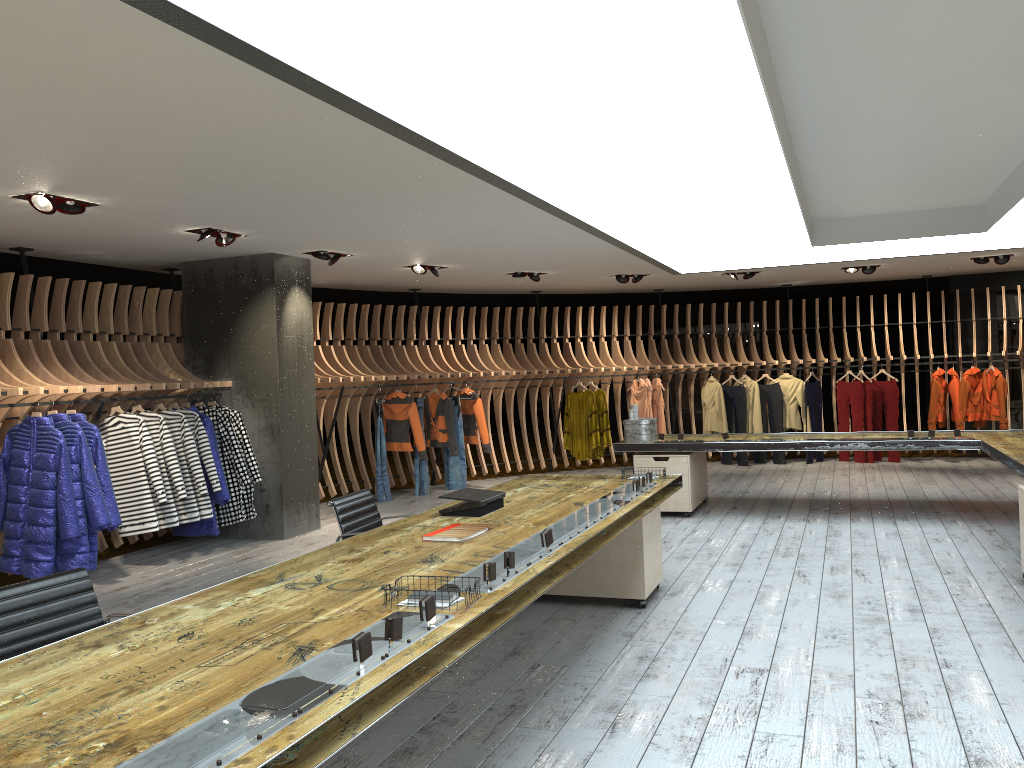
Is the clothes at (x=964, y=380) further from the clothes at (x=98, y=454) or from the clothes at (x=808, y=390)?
the clothes at (x=98, y=454)

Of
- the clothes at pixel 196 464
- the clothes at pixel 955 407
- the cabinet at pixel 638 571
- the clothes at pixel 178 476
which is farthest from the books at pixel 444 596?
the clothes at pixel 955 407

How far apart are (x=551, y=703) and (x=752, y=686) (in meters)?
0.96

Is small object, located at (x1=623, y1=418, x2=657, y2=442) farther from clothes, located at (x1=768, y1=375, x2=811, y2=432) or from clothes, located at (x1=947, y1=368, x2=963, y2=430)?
clothes, located at (x1=947, y1=368, x2=963, y2=430)

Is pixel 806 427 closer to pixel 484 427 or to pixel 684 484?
pixel 484 427

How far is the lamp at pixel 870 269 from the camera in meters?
12.0 m

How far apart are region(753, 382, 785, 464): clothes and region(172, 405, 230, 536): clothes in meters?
8.3

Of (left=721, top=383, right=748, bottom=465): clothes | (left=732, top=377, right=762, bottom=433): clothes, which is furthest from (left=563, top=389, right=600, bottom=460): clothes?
(left=732, top=377, right=762, bottom=433): clothes

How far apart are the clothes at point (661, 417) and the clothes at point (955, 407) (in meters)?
4.06

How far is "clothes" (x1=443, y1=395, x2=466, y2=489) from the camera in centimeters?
1183cm
